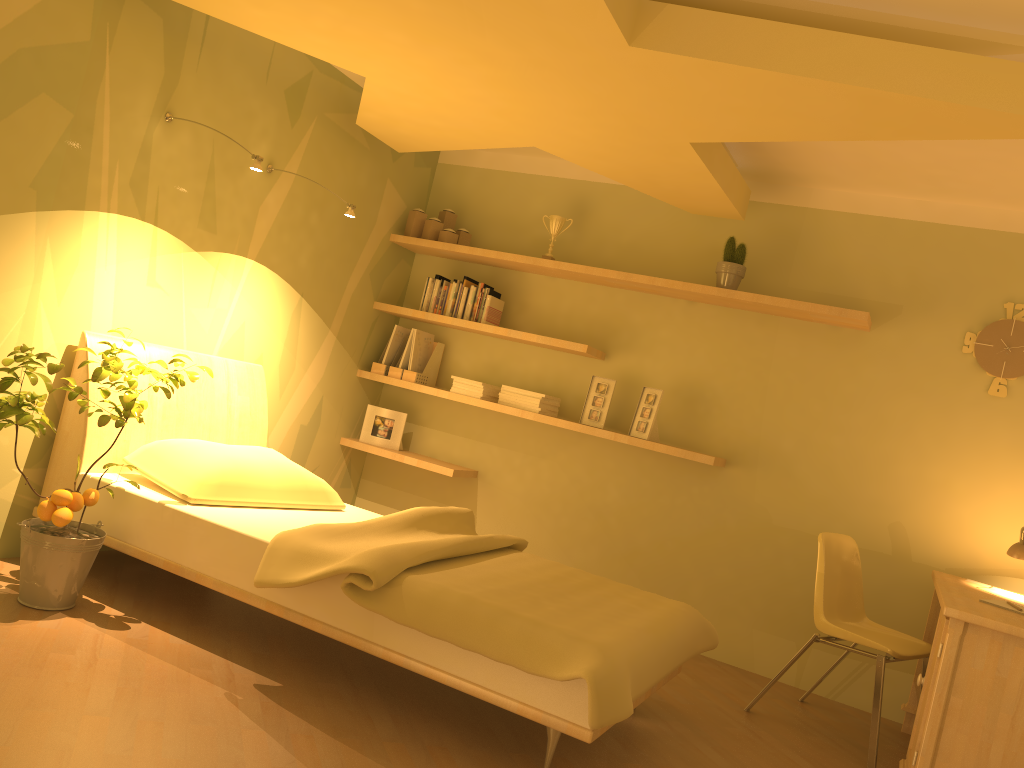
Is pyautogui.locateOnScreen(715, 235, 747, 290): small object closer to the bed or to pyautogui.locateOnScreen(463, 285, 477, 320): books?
pyautogui.locateOnScreen(463, 285, 477, 320): books

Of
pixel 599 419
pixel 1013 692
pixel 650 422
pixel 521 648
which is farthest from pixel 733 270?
pixel 521 648

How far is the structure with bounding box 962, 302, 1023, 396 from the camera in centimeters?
399cm

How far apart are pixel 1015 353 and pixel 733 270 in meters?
1.3

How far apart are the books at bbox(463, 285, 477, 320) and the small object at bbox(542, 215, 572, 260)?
A: 0.45m

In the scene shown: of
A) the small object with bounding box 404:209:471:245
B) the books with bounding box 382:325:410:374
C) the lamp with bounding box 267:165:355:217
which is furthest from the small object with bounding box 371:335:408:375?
the lamp with bounding box 267:165:355:217

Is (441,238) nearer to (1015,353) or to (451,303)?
(451,303)

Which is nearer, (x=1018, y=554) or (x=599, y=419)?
(x=1018, y=554)

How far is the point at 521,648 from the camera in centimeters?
244cm

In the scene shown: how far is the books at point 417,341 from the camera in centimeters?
501cm
